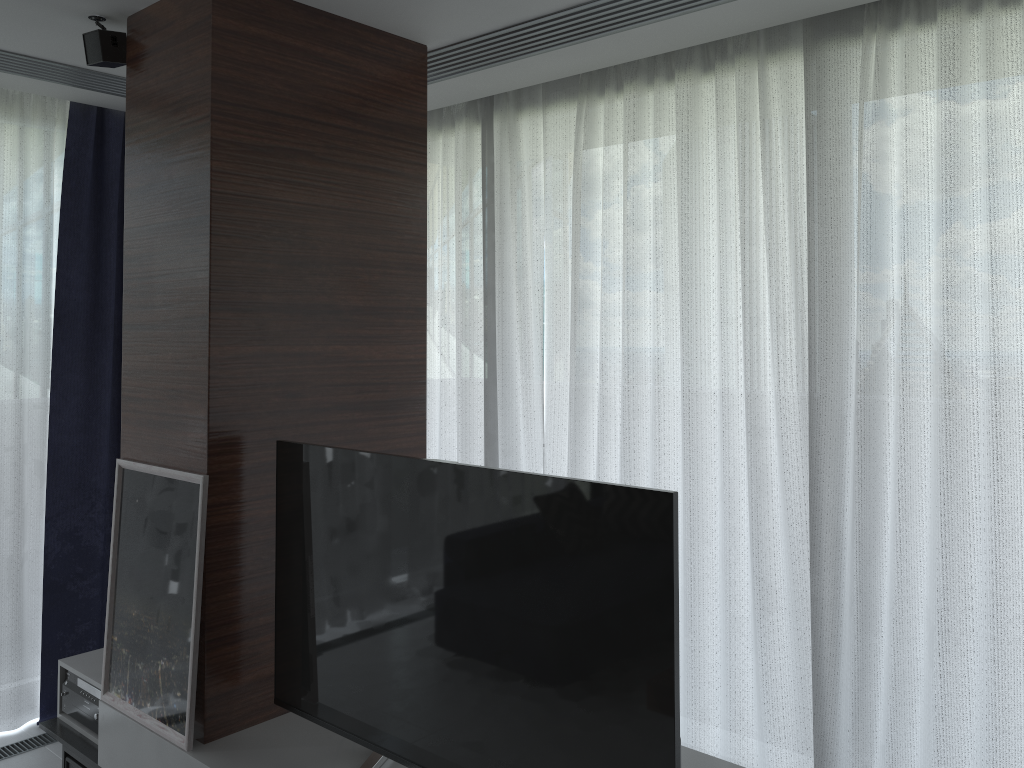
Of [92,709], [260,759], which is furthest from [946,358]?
[92,709]

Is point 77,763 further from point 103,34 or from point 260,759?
point 103,34

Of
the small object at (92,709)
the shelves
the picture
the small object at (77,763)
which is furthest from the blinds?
the picture

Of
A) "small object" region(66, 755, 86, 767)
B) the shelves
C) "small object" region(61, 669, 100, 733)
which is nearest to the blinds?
the shelves

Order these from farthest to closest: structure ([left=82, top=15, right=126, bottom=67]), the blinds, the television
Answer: structure ([left=82, top=15, right=126, bottom=67]), the blinds, the television

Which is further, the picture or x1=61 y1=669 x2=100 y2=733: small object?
x1=61 y1=669 x2=100 y2=733: small object

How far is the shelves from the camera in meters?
2.3

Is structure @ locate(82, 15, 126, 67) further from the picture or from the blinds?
the picture

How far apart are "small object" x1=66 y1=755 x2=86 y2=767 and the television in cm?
86

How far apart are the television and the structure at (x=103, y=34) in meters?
1.3 m
